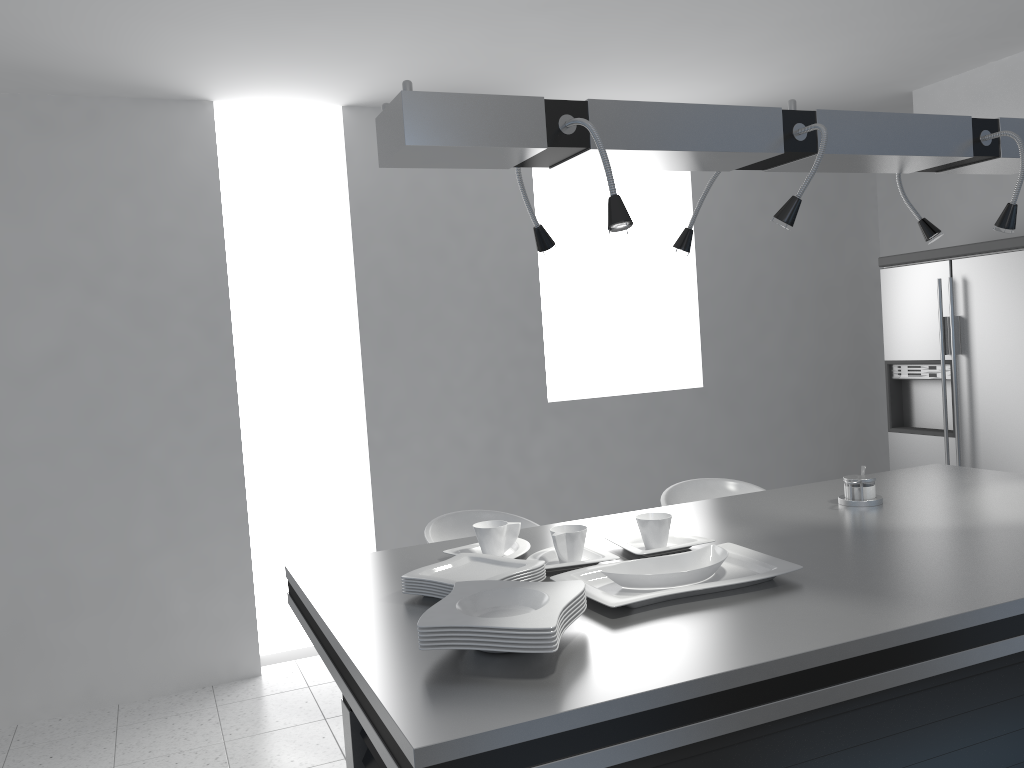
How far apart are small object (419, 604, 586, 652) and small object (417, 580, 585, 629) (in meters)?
0.04

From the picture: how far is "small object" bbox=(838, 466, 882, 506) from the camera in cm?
254

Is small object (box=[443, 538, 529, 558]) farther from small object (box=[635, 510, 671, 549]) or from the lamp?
the lamp

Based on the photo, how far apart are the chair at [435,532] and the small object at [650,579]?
1.2m

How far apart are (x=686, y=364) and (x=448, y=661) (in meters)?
4.01

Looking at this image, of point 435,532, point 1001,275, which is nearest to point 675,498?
point 435,532

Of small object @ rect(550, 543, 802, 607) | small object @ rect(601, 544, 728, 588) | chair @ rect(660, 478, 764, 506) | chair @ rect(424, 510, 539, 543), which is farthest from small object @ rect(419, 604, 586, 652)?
chair @ rect(660, 478, 764, 506)

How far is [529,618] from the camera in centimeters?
150cm

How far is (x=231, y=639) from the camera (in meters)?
4.19

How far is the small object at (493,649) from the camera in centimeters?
147cm
